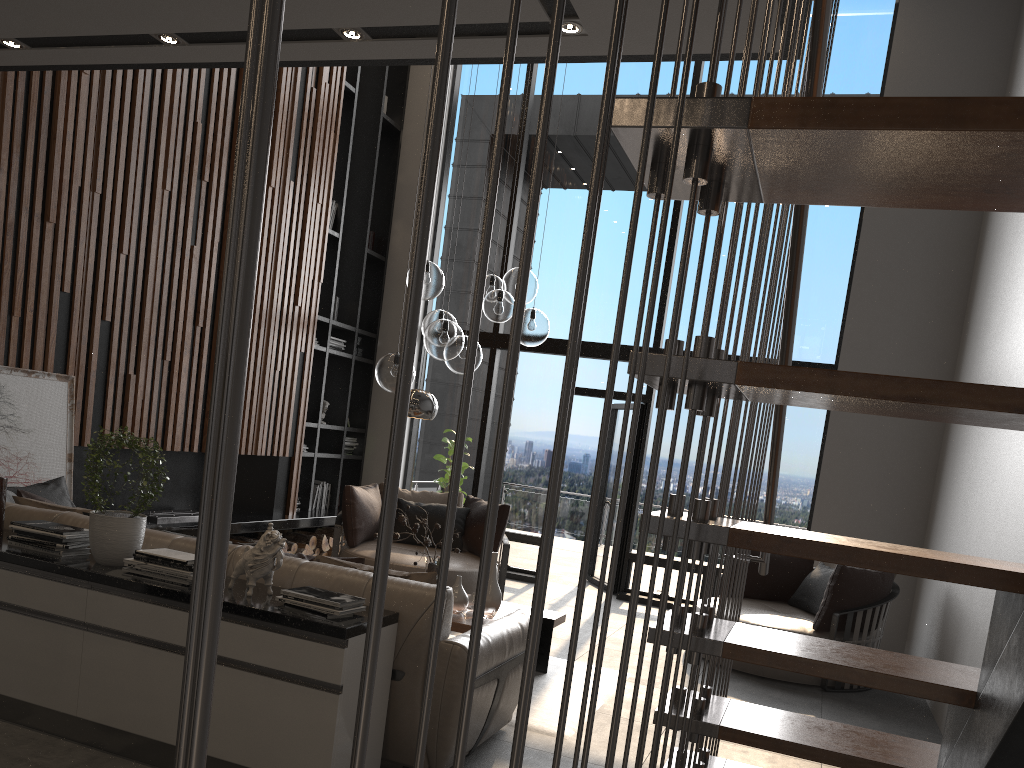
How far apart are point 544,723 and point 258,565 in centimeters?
180cm

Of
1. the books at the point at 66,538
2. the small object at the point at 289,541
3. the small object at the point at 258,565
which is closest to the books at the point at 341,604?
the small object at the point at 258,565

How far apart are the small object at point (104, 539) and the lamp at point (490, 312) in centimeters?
179cm

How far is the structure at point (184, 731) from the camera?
0.34m

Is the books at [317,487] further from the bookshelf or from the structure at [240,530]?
the structure at [240,530]

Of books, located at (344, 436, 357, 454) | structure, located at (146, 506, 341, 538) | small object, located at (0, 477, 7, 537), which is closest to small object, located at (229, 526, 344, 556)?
structure, located at (146, 506, 341, 538)

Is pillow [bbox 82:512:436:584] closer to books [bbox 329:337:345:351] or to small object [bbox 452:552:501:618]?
small object [bbox 452:552:501:618]

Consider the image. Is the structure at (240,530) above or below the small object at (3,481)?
below

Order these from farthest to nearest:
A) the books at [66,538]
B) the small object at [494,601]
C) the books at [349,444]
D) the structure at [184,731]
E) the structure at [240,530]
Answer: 1. the books at [349,444]
2. the structure at [240,530]
3. the small object at [494,601]
4. the books at [66,538]
5. the structure at [184,731]

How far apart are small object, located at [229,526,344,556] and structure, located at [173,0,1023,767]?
5.57m
